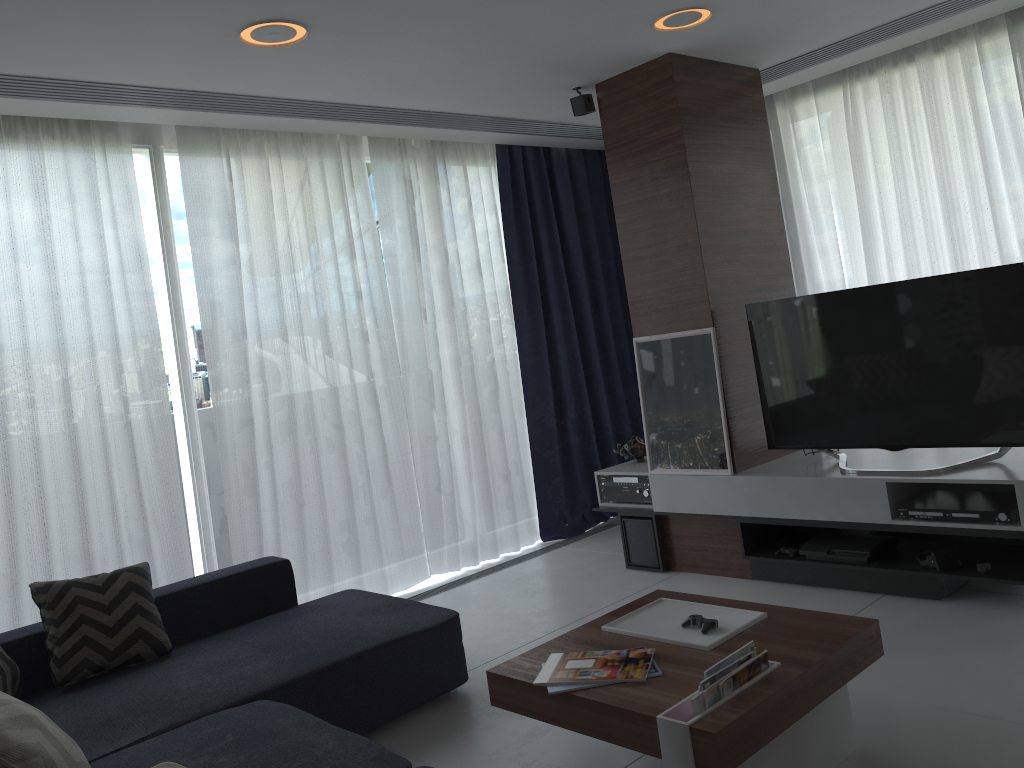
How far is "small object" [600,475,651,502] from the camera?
4.69m

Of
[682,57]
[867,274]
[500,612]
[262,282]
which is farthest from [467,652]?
[867,274]

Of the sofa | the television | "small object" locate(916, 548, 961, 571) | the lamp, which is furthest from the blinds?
"small object" locate(916, 548, 961, 571)

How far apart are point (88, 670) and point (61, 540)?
1.0m

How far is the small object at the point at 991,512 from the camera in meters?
3.4

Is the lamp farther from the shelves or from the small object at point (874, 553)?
the small object at point (874, 553)

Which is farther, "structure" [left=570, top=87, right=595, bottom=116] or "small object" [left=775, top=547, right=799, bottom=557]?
"structure" [left=570, top=87, right=595, bottom=116]

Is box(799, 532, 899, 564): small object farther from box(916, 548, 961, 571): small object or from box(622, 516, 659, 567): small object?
box(622, 516, 659, 567): small object

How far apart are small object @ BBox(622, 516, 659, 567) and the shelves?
0.03m

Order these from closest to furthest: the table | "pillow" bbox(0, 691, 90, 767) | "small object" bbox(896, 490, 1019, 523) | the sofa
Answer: "pillow" bbox(0, 691, 90, 767) → the table → the sofa → "small object" bbox(896, 490, 1019, 523)
